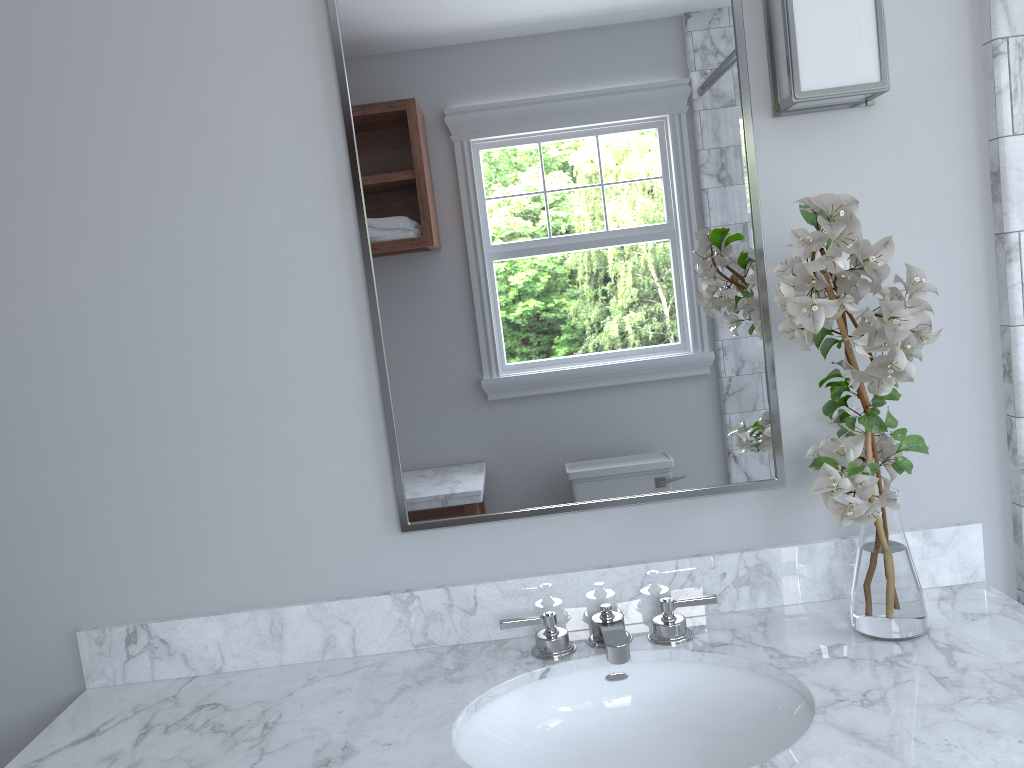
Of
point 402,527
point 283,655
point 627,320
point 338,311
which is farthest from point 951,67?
point 283,655

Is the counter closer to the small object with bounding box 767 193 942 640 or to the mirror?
the small object with bounding box 767 193 942 640

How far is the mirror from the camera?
1.5m

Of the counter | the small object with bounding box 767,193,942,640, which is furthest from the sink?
the small object with bounding box 767,193,942,640

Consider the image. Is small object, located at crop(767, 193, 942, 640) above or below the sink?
above

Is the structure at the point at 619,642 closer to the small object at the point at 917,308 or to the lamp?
the small object at the point at 917,308

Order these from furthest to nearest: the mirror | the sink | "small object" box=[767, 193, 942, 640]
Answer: the mirror, the sink, "small object" box=[767, 193, 942, 640]

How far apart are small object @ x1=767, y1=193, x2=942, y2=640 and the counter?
0.0 meters

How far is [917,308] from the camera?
1.2m

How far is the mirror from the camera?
1.50m
